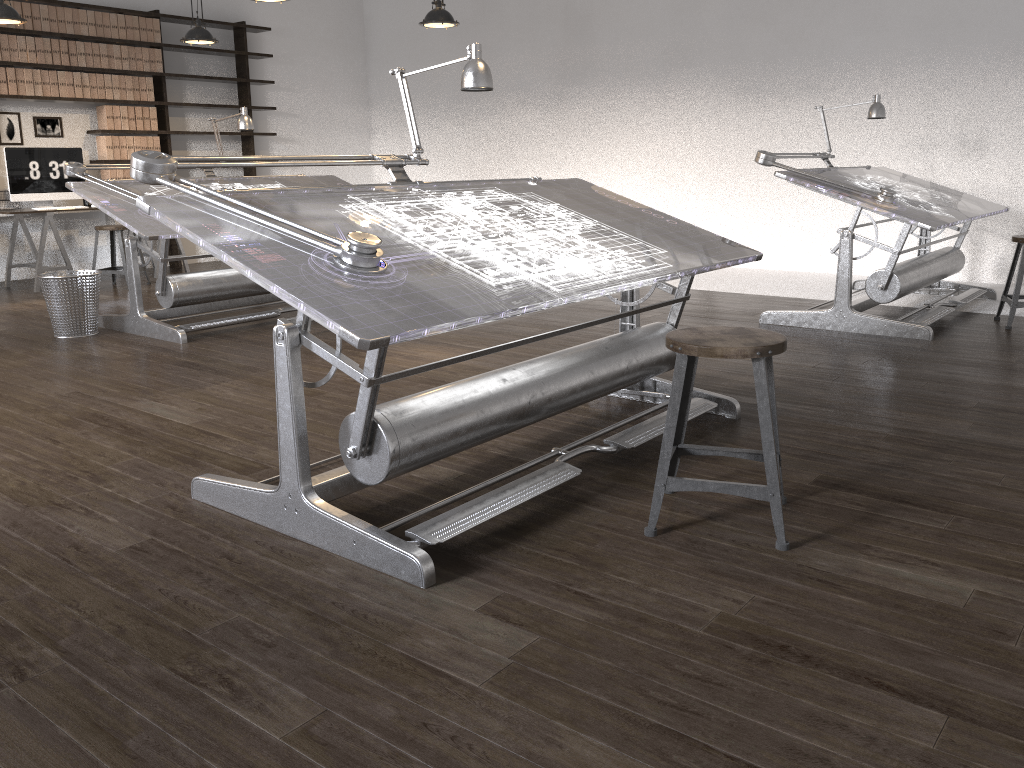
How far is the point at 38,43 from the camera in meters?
7.5

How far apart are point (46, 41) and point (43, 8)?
0.27m

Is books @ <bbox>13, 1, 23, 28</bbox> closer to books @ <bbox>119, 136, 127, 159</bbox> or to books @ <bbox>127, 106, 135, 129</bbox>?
books @ <bbox>127, 106, 135, 129</bbox>

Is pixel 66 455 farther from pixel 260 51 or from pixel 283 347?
pixel 260 51

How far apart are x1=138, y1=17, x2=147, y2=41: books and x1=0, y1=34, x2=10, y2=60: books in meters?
1.2 m

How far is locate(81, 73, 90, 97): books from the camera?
7.9 meters

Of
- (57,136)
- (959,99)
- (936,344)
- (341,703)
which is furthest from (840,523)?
(57,136)

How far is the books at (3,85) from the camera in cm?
738

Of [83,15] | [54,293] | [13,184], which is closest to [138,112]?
[83,15]

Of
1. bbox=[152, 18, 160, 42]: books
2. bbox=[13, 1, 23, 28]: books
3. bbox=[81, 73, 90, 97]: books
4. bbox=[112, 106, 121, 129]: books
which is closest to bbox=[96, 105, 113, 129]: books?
bbox=[112, 106, 121, 129]: books
